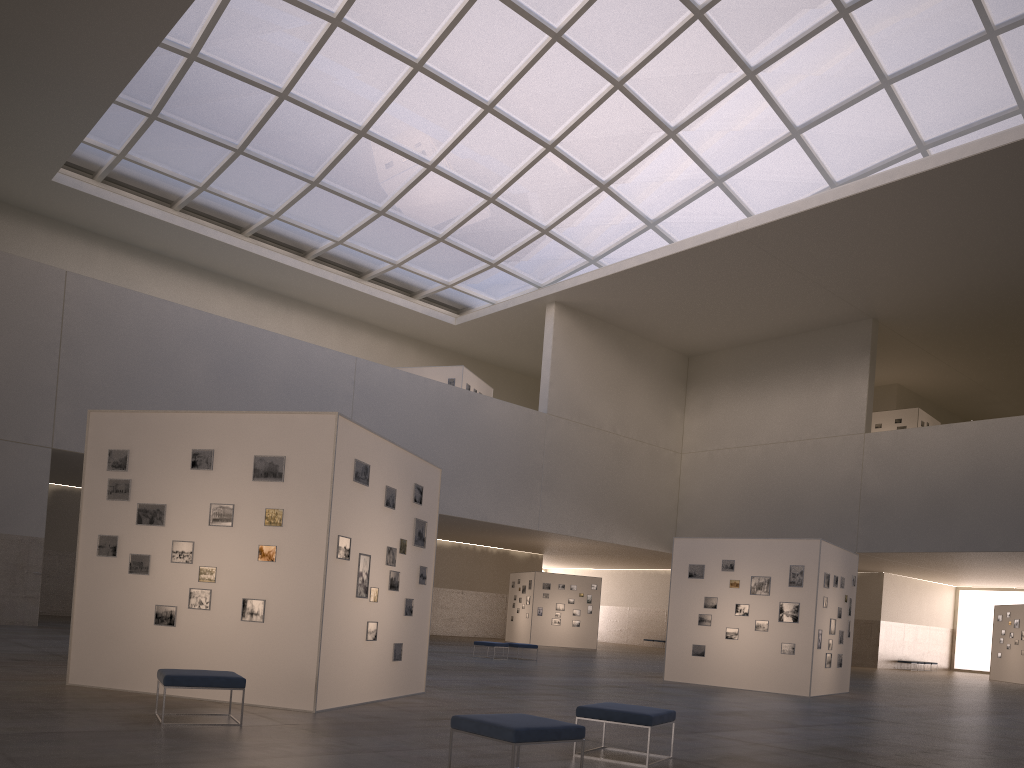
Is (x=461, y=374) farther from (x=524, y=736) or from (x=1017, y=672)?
(x=524, y=736)

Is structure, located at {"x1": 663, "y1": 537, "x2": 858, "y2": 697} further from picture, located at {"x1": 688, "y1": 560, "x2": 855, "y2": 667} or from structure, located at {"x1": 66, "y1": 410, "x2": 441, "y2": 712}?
structure, located at {"x1": 66, "y1": 410, "x2": 441, "y2": 712}

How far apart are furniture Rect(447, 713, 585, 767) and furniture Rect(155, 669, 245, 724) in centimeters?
371cm

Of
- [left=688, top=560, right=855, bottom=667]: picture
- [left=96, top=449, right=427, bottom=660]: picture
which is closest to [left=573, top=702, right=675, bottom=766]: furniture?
[left=96, top=449, right=427, bottom=660]: picture

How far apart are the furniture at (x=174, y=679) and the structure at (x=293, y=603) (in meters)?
1.70

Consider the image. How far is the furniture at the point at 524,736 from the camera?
7.8 meters

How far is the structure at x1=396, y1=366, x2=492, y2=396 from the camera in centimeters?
4866cm

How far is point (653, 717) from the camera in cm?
986

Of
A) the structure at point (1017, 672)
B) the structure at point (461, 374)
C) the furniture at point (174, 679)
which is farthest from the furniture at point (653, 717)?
the structure at point (1017, 672)

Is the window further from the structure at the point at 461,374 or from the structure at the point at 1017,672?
the structure at the point at 1017,672
